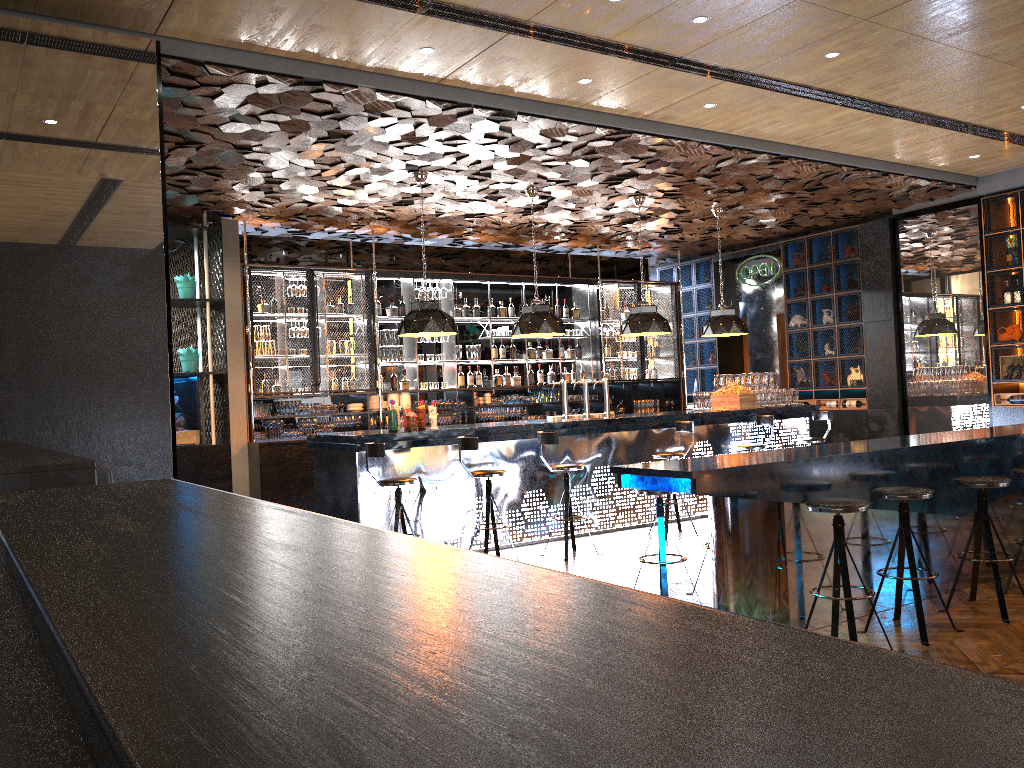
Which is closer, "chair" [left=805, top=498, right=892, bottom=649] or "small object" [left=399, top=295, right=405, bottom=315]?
"chair" [left=805, top=498, right=892, bottom=649]

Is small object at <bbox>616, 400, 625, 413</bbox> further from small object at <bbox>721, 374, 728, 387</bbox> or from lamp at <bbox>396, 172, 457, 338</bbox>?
lamp at <bbox>396, 172, 457, 338</bbox>

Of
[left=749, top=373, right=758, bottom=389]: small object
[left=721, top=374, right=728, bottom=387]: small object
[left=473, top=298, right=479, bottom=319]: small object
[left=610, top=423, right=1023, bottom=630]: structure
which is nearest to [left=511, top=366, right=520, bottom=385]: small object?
[left=473, top=298, right=479, bottom=319]: small object

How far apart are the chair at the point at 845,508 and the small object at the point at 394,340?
7.41m

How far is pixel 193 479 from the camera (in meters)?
9.57

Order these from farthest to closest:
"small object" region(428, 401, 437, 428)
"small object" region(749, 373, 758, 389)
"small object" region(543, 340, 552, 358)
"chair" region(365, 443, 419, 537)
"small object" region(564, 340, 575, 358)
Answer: "small object" region(564, 340, 575, 358) → "small object" region(543, 340, 552, 358) → "small object" region(749, 373, 758, 389) → "small object" region(428, 401, 437, 428) → "chair" region(365, 443, 419, 537)

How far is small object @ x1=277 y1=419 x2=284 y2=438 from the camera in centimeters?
1021cm

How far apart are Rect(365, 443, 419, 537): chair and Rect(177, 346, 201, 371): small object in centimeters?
367cm

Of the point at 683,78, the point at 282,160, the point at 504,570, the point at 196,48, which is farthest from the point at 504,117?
the point at 504,570

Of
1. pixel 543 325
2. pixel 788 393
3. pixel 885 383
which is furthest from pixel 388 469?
pixel 885 383
